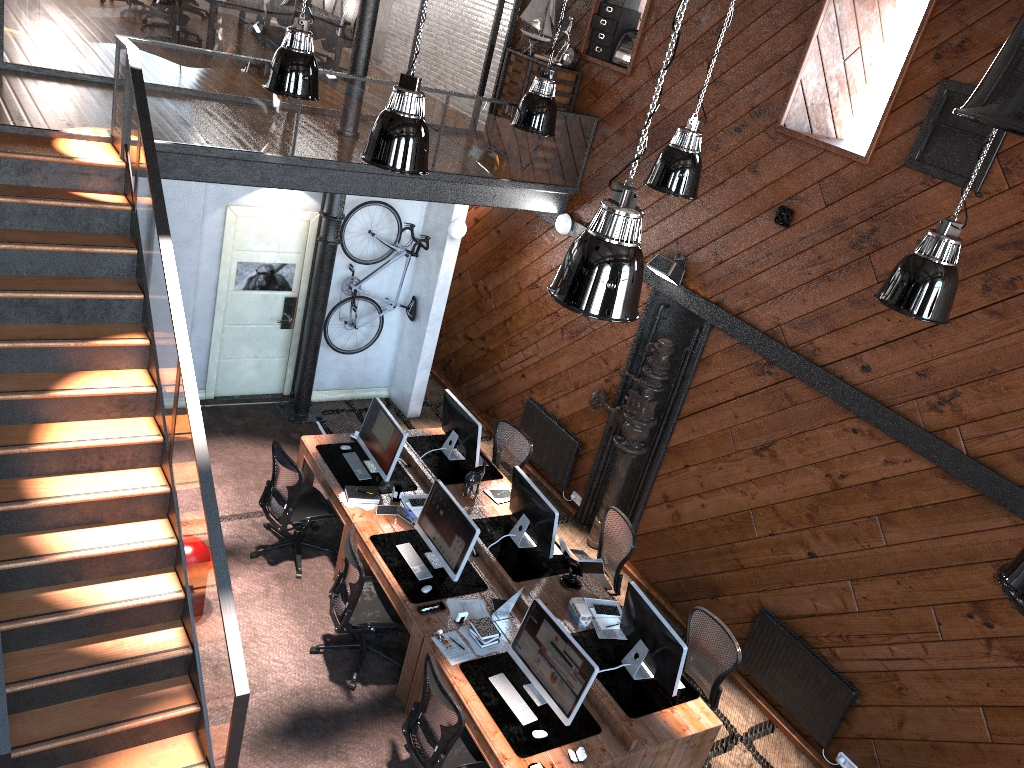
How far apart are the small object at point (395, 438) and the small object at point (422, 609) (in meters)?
1.51

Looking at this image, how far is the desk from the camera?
5.8 meters

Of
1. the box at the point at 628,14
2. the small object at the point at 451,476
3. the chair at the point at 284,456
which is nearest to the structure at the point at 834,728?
the small object at the point at 451,476

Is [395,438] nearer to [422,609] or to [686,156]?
[422,609]

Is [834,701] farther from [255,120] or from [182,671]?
[255,120]

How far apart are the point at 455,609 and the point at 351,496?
1.5 meters

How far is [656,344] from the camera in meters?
8.3 m

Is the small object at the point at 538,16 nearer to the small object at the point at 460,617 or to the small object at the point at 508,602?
the small object at the point at 508,602

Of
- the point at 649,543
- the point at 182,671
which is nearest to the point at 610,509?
the point at 649,543

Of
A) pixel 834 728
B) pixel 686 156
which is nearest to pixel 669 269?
pixel 686 156
